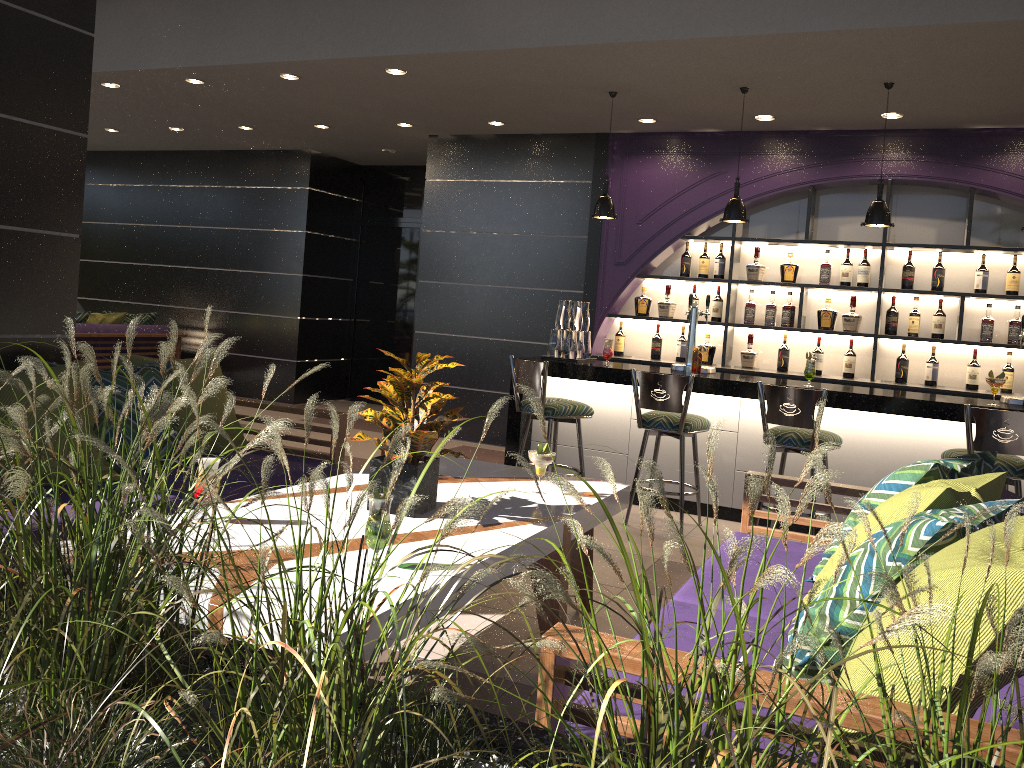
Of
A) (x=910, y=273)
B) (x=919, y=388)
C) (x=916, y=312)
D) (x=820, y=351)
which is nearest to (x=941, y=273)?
(x=910, y=273)

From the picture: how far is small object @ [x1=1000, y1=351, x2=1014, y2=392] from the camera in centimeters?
631cm

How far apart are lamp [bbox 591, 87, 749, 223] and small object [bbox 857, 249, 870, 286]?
1.59m

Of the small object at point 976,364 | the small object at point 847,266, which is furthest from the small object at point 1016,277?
the small object at point 847,266

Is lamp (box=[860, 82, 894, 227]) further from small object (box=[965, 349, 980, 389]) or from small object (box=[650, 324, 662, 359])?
small object (box=[650, 324, 662, 359])

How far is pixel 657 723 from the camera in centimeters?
96cm

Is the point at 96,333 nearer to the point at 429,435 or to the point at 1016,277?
the point at 429,435

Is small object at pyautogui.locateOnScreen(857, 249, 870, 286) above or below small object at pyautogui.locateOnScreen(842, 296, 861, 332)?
above

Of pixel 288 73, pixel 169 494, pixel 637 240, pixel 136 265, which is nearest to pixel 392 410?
pixel 169 494

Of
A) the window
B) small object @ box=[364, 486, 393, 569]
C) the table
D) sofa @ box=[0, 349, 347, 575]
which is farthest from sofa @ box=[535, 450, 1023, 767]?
the window
